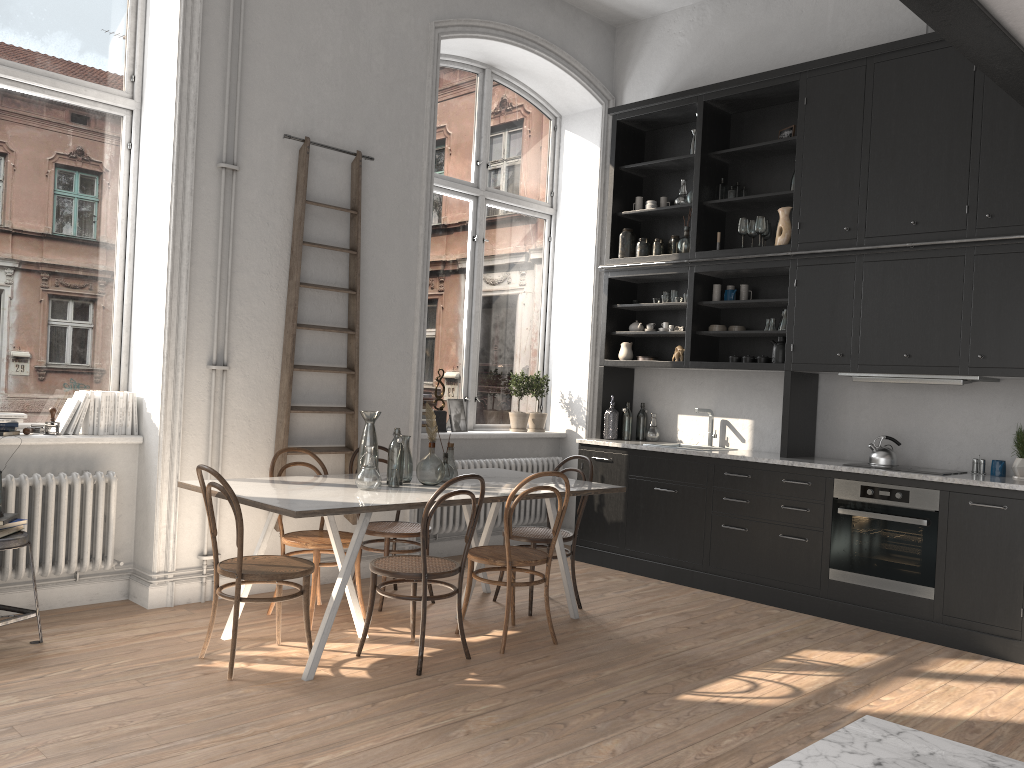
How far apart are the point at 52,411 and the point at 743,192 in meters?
4.8 m

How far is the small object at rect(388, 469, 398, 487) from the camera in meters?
4.6 m

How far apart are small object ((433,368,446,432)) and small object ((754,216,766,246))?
2.7m

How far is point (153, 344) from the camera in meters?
5.0 m

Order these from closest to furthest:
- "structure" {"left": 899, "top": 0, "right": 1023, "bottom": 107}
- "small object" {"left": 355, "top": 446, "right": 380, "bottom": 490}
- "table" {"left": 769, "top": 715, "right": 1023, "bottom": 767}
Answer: "table" {"left": 769, "top": 715, "right": 1023, "bottom": 767} → "structure" {"left": 899, "top": 0, "right": 1023, "bottom": 107} → "small object" {"left": 355, "top": 446, "right": 380, "bottom": 490}

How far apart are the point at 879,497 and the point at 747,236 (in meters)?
2.26

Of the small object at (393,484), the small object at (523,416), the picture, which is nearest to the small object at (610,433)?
the small object at (523,416)

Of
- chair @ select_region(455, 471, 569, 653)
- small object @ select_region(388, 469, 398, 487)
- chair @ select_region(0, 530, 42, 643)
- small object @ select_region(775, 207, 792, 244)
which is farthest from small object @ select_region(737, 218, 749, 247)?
chair @ select_region(0, 530, 42, 643)

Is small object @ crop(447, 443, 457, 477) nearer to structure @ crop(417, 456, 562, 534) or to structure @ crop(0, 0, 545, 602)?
structure @ crop(0, 0, 545, 602)

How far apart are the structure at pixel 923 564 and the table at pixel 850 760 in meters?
2.7 m
